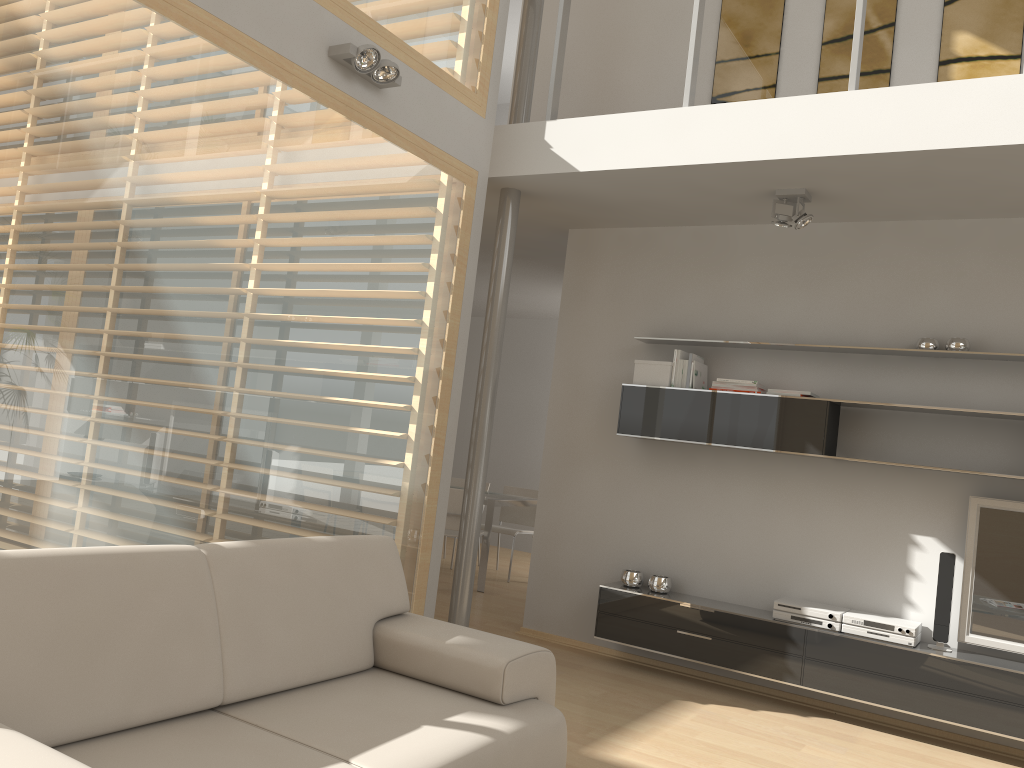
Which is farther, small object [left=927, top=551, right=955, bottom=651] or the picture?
the picture

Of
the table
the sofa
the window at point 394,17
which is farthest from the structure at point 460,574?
the table

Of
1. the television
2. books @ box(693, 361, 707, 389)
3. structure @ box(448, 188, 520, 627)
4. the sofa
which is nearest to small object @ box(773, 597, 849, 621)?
the television

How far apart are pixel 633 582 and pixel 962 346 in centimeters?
222cm

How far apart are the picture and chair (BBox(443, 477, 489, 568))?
4.6 meters

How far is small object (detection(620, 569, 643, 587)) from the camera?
5.3m

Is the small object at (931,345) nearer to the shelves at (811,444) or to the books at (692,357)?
the shelves at (811,444)

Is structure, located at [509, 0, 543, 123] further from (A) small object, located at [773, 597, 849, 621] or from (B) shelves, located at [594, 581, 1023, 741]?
(A) small object, located at [773, 597, 849, 621]

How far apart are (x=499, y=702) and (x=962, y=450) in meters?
3.1 m

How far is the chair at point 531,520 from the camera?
8.27m
